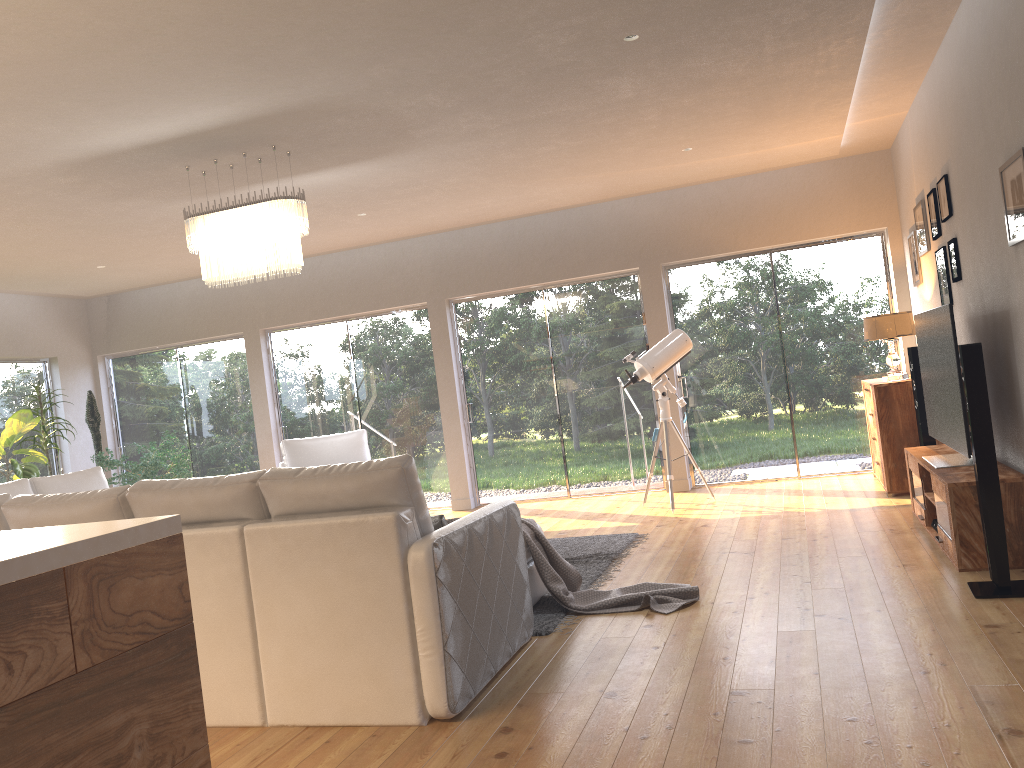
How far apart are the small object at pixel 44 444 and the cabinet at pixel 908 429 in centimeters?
761cm

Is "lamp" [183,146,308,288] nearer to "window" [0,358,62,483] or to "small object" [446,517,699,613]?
"small object" [446,517,699,613]

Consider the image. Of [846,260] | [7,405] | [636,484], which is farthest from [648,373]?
[7,405]

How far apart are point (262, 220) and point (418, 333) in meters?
4.1 m

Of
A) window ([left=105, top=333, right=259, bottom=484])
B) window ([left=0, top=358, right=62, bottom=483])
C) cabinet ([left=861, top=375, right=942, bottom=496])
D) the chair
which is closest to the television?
cabinet ([left=861, top=375, right=942, bottom=496])

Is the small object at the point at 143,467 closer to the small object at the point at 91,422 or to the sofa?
the small object at the point at 91,422

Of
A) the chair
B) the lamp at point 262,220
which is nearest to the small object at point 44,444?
the chair

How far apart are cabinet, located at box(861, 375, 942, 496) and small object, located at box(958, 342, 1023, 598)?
2.7m

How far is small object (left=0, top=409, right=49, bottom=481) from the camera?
8.0 meters

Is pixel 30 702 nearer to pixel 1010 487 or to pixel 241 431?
pixel 1010 487
